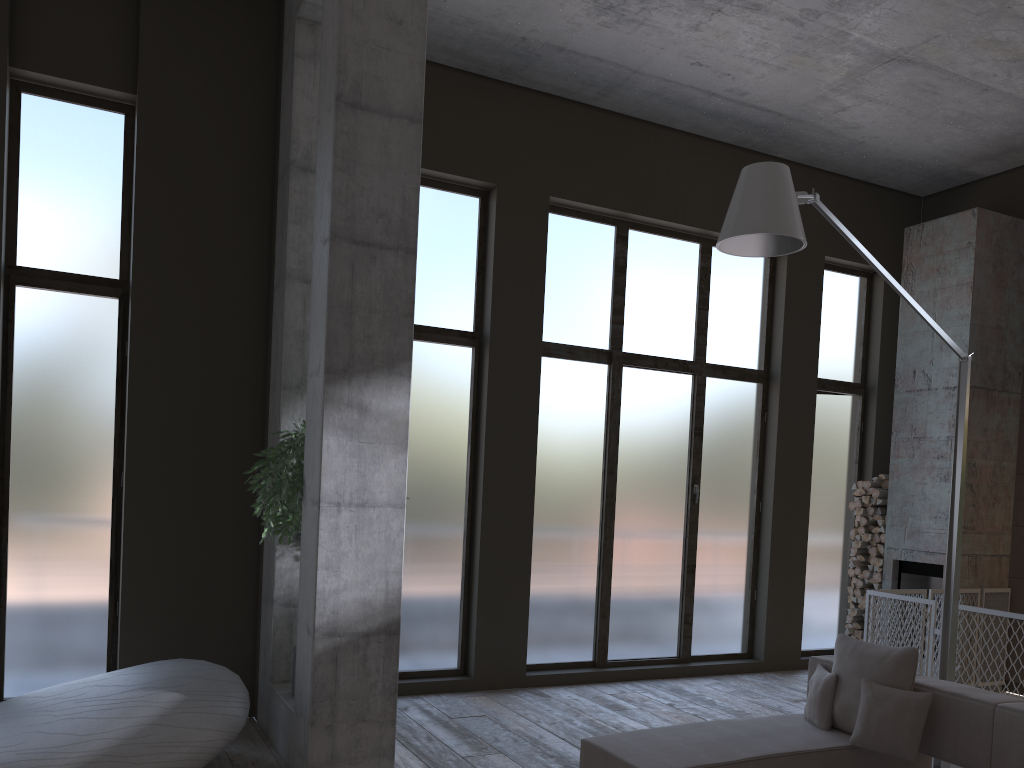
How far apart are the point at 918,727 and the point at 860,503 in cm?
495

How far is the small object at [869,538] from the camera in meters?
8.9

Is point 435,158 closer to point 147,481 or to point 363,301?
point 363,301

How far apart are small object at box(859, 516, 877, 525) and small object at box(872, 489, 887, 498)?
0.3m

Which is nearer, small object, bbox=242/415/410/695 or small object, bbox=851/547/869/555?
small object, bbox=242/415/410/695

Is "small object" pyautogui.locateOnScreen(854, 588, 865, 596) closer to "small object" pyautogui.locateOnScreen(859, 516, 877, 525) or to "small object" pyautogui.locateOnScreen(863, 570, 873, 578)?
"small object" pyautogui.locateOnScreen(863, 570, 873, 578)

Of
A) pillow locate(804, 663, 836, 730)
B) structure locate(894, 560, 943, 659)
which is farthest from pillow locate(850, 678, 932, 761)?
structure locate(894, 560, 943, 659)

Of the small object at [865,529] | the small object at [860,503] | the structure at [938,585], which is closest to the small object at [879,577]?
the structure at [938,585]

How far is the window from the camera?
5.96m

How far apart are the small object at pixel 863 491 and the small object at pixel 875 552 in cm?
58
